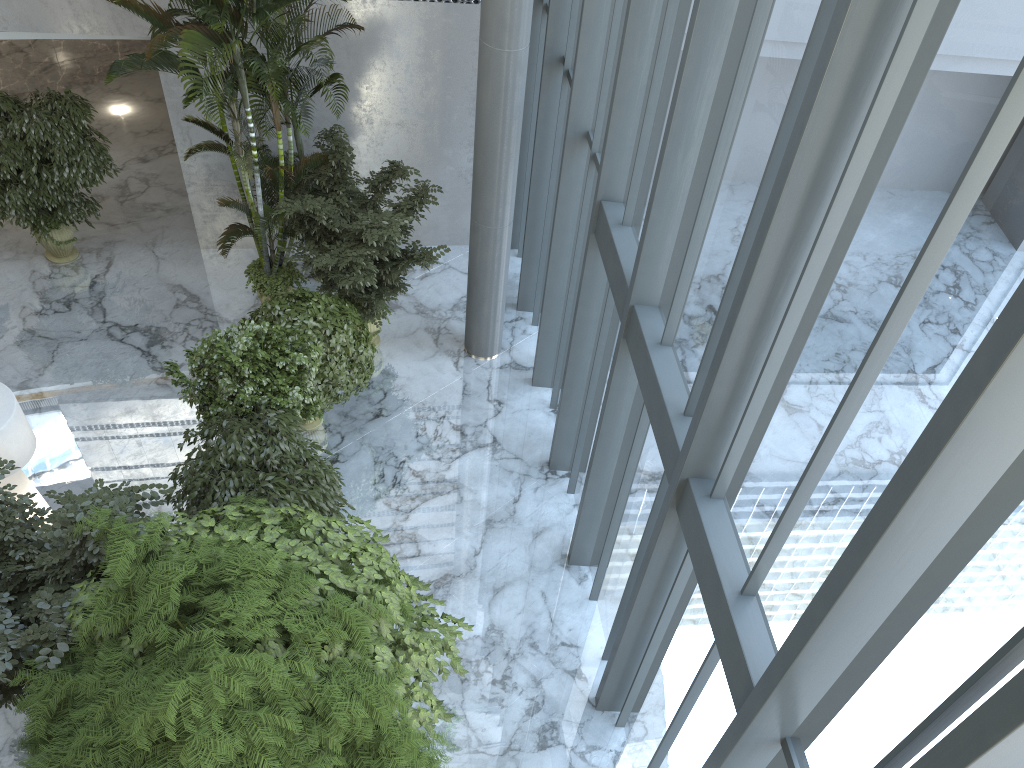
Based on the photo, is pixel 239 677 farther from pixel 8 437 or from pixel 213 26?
pixel 213 26

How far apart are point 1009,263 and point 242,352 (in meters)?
6.83

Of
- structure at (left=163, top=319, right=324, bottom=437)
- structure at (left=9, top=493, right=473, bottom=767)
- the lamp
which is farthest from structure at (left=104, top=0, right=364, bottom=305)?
structure at (left=9, top=493, right=473, bottom=767)

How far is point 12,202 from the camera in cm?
1024

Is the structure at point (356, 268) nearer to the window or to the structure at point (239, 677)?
→ the window

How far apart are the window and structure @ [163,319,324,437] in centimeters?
260cm

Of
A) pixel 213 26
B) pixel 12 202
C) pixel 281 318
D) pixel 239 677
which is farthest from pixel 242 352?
pixel 12 202

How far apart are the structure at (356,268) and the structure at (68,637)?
3.3m

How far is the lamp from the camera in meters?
7.3 m

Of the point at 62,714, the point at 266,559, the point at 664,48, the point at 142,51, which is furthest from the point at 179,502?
the point at 142,51
